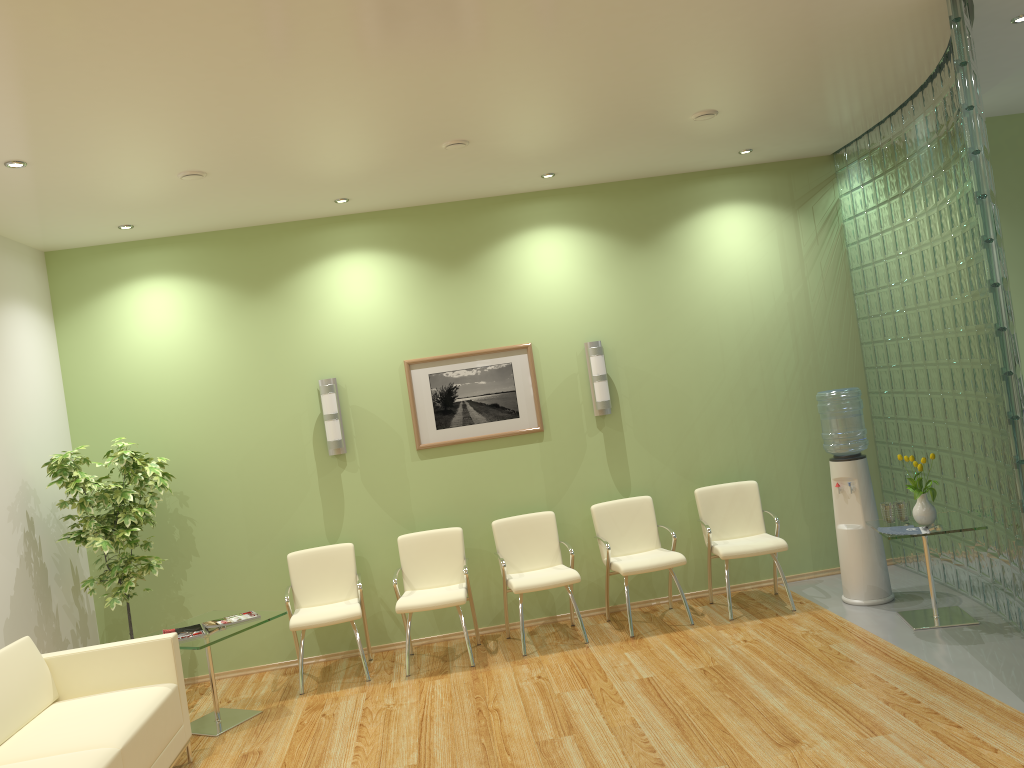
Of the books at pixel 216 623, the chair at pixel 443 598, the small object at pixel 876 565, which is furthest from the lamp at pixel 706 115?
the books at pixel 216 623

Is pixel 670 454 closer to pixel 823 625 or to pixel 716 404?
pixel 716 404

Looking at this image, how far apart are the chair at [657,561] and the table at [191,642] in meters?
2.3 m

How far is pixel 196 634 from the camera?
5.46m

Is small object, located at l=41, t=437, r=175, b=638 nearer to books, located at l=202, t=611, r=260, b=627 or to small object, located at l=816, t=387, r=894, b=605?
books, located at l=202, t=611, r=260, b=627

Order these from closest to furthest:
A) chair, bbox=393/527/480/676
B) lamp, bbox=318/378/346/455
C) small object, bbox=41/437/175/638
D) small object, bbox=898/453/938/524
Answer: small object, bbox=898/453/938/524 → small object, bbox=41/437/175/638 → chair, bbox=393/527/480/676 → lamp, bbox=318/378/346/455

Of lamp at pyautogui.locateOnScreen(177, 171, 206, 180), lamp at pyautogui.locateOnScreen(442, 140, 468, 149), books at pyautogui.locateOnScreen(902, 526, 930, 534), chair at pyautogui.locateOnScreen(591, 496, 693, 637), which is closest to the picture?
chair at pyautogui.locateOnScreen(591, 496, 693, 637)

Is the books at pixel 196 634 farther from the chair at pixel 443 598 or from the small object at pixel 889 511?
the small object at pixel 889 511

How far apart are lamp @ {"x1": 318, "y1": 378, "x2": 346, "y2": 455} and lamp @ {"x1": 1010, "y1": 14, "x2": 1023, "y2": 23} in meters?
4.8

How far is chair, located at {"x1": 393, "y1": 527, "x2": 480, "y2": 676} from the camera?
6.1 meters
